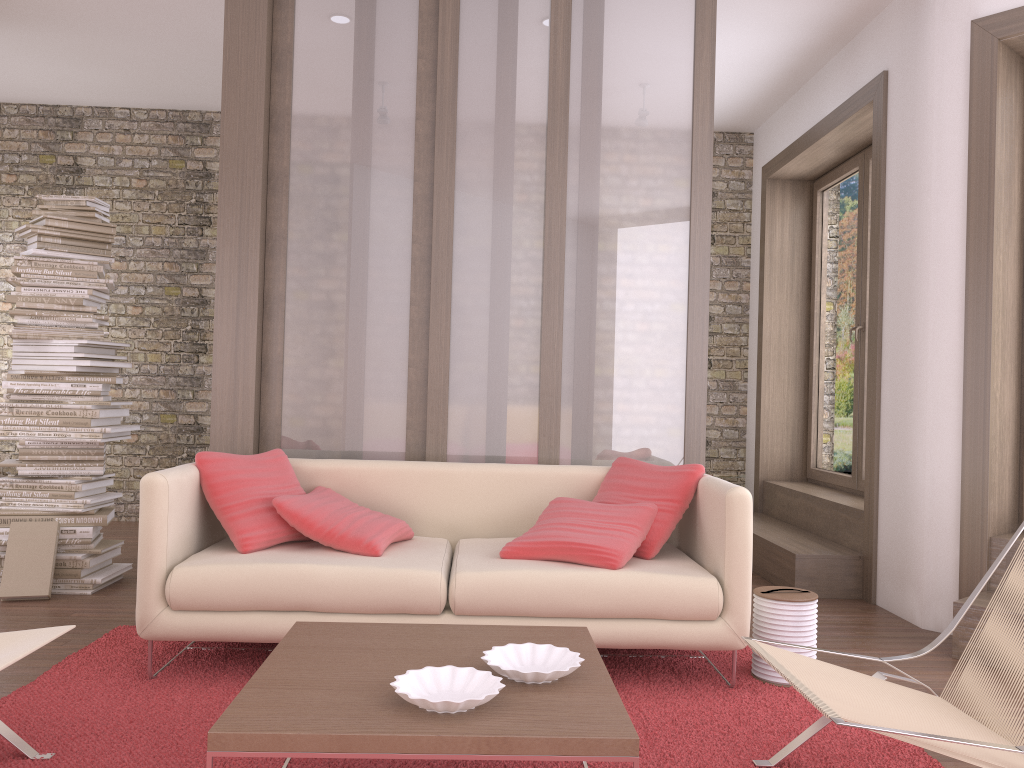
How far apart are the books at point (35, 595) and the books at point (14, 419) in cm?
52

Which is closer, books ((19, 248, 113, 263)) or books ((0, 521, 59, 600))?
books ((0, 521, 59, 600))

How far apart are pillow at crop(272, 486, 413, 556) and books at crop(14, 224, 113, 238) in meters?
2.2 m

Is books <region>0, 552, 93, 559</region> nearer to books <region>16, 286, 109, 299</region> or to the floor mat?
the floor mat

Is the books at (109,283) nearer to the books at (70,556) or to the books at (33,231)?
the books at (33,231)

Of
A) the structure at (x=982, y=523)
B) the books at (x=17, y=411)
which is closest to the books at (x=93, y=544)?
the books at (x=17, y=411)

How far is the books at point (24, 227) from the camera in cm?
459

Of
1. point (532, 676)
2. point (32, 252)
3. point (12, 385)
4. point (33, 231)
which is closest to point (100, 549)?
point (12, 385)

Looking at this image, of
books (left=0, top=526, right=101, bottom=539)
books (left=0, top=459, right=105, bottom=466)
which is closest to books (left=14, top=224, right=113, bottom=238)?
books (left=0, top=459, right=105, bottom=466)

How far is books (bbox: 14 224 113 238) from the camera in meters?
4.6
